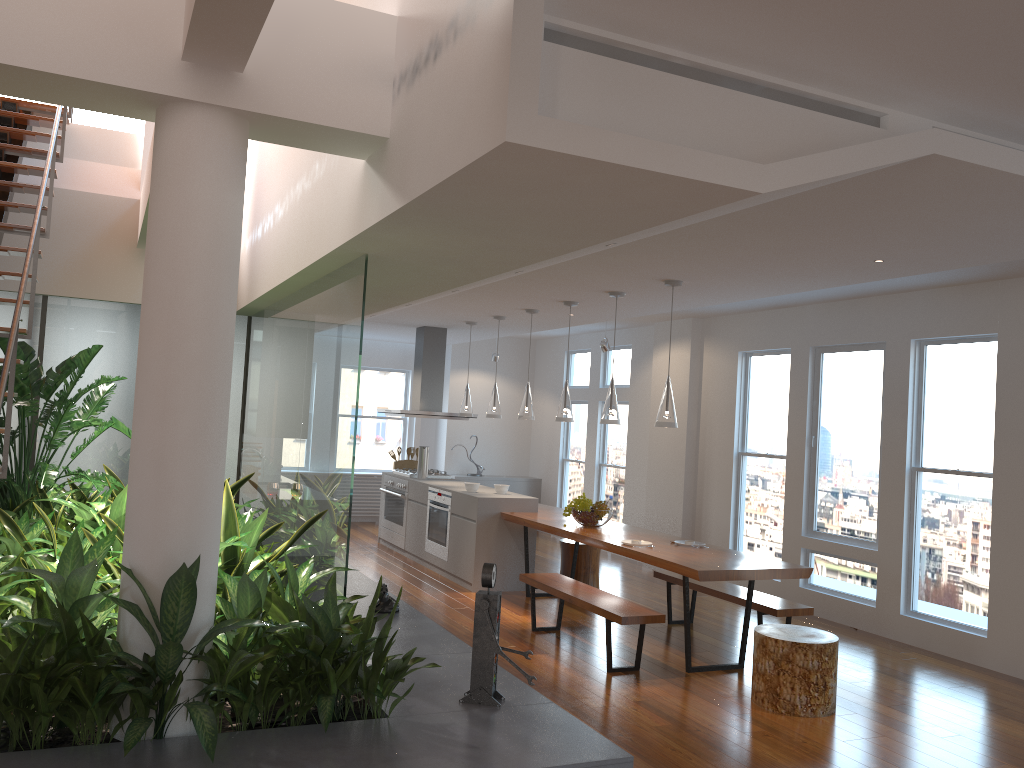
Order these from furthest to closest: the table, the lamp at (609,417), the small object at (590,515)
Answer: the small object at (590,515)
the lamp at (609,417)
the table

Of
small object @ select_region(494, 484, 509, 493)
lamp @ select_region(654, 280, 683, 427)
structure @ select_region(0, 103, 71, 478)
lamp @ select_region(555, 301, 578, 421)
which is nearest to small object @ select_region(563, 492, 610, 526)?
lamp @ select_region(555, 301, 578, 421)

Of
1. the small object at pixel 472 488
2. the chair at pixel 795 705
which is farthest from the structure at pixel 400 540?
the chair at pixel 795 705

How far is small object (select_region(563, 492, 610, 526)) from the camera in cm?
703

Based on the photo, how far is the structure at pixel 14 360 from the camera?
3.93m

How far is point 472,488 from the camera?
8.3 meters

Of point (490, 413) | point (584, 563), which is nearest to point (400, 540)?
point (490, 413)

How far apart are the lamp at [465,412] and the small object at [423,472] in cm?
69

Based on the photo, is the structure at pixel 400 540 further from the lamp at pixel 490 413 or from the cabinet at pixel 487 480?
the cabinet at pixel 487 480

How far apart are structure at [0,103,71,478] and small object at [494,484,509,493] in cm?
437
